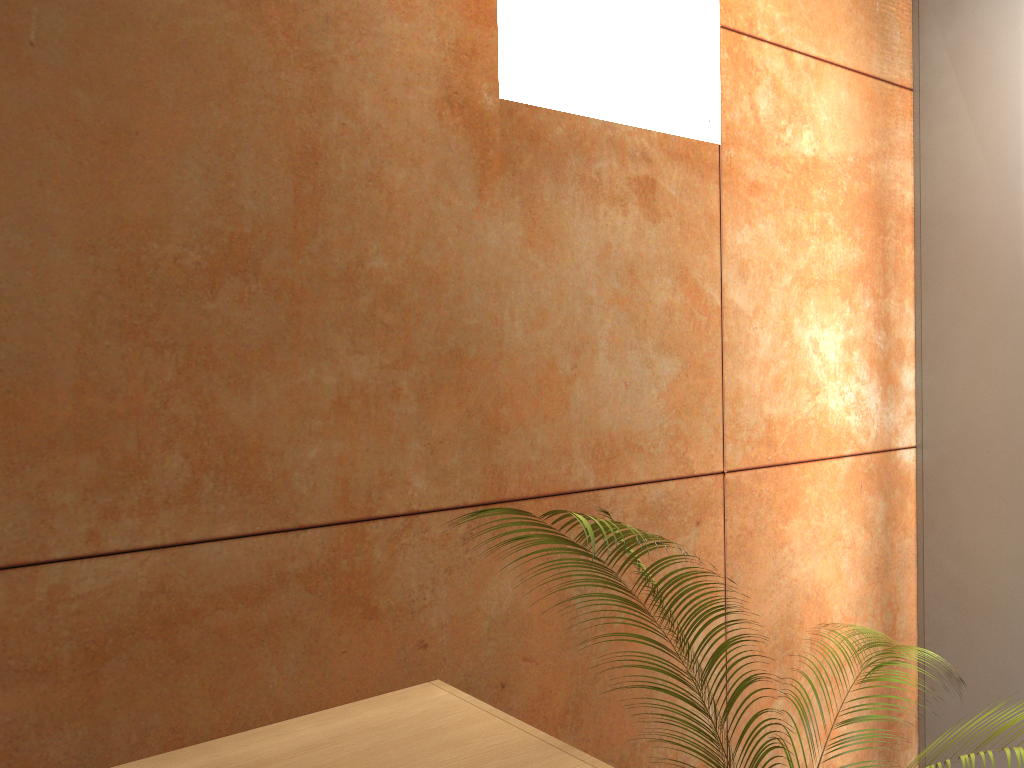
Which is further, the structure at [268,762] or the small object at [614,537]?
the structure at [268,762]

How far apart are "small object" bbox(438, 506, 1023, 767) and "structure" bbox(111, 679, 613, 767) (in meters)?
0.25

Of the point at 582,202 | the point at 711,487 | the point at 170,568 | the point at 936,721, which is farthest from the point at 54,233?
the point at 936,721

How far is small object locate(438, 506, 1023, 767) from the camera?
1.00m

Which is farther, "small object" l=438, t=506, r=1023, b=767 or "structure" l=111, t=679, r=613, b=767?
"structure" l=111, t=679, r=613, b=767

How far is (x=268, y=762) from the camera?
1.2 meters

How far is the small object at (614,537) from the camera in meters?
1.0 m

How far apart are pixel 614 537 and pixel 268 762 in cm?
59

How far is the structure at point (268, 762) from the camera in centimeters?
119cm

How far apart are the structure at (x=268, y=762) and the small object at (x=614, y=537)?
0.3 meters
